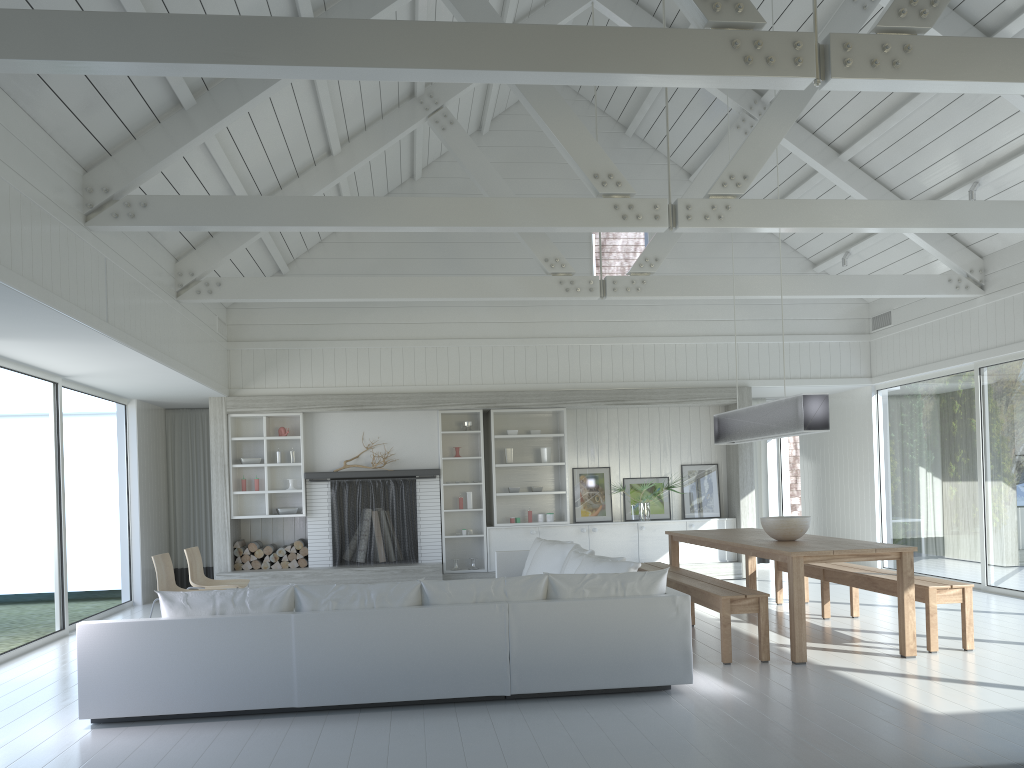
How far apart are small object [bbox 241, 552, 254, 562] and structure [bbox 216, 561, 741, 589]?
Result: 0.3 meters

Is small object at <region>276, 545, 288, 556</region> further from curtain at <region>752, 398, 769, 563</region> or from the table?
curtain at <region>752, 398, 769, 563</region>

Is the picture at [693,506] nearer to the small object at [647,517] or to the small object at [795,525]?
the small object at [647,517]

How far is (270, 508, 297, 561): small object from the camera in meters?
10.4

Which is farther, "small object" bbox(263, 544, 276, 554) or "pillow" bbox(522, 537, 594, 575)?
"small object" bbox(263, 544, 276, 554)

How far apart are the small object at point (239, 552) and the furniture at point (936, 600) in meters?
6.1

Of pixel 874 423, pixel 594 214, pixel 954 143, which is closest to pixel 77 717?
pixel 594 214

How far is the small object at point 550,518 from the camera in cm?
1090

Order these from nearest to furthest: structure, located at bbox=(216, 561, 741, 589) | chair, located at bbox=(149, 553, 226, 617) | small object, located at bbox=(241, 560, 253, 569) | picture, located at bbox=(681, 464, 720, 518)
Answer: chair, located at bbox=(149, 553, 226, 617)
structure, located at bbox=(216, 561, 741, 589)
small object, located at bbox=(241, 560, 253, 569)
picture, located at bbox=(681, 464, 720, 518)

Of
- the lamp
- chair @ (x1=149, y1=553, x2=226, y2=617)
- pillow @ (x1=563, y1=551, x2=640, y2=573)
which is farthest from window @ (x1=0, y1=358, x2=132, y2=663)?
the lamp
